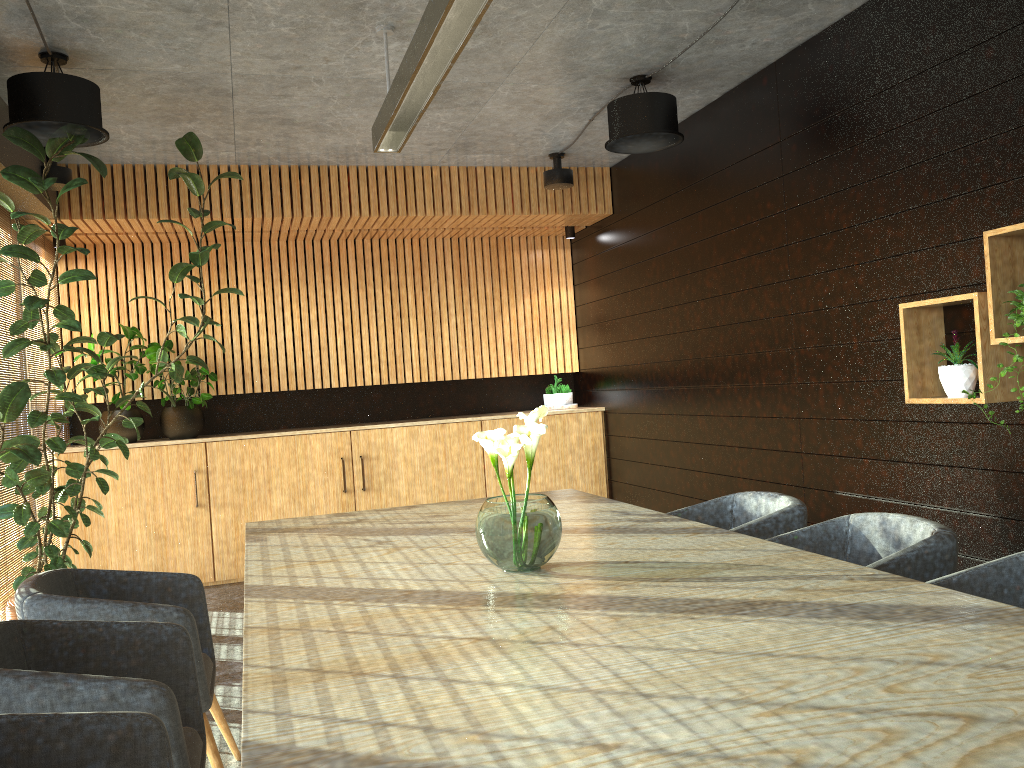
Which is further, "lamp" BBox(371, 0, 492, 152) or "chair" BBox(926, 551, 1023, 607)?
"lamp" BBox(371, 0, 492, 152)

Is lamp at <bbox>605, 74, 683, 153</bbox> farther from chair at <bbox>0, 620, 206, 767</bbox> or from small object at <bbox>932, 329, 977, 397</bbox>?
chair at <bbox>0, 620, 206, 767</bbox>

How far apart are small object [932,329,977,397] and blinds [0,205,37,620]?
5.6m

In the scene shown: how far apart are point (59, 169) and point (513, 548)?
5.2m

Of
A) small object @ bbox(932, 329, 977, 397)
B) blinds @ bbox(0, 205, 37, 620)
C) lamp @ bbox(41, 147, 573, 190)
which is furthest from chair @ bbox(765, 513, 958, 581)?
blinds @ bbox(0, 205, 37, 620)

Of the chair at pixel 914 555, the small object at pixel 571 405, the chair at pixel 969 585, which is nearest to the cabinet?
the small object at pixel 571 405

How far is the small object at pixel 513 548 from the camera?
2.9 meters

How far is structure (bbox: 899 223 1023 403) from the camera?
3.83m

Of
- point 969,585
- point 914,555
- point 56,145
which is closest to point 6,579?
point 56,145

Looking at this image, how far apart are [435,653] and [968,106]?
3.7m
